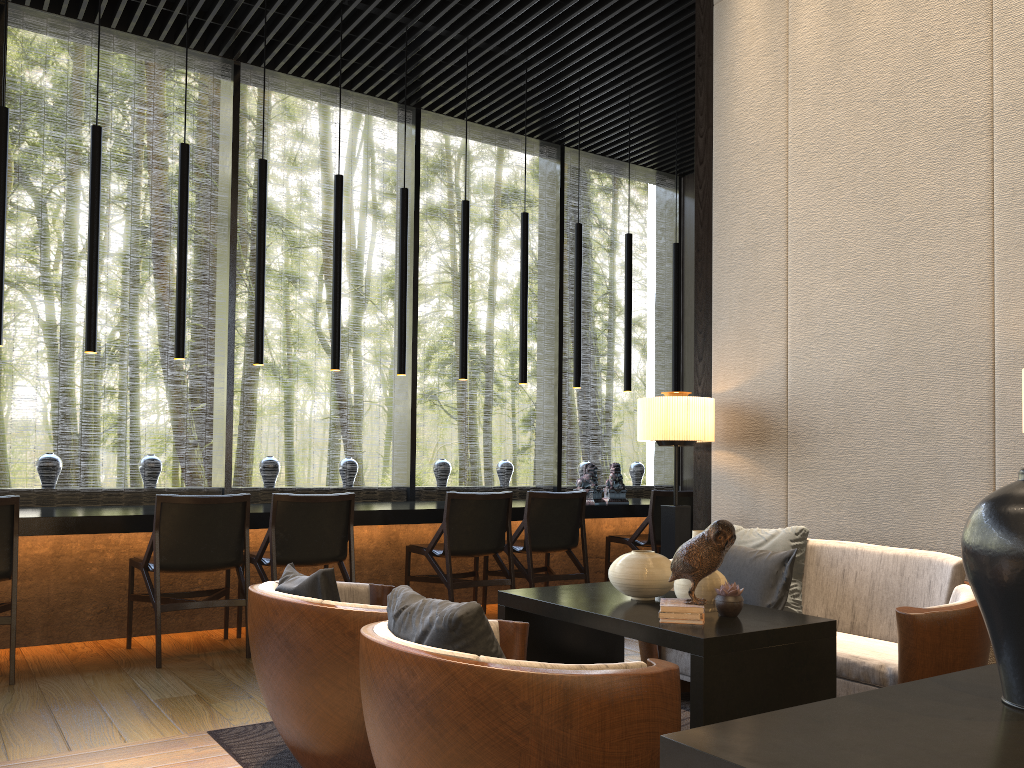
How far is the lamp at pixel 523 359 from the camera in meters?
6.5 m

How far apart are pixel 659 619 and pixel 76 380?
4.78m

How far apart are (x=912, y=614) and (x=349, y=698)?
1.7m

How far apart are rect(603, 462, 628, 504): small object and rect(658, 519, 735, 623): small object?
3.82m

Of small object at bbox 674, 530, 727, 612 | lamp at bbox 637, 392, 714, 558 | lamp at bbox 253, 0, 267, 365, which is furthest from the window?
small object at bbox 674, 530, 727, 612

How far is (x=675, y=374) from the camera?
7.32m

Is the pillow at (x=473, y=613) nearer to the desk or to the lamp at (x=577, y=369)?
the desk

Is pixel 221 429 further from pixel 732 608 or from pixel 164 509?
pixel 732 608

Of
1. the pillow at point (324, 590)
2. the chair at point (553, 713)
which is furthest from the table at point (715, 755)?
the pillow at point (324, 590)

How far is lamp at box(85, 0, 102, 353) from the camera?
4.89m
